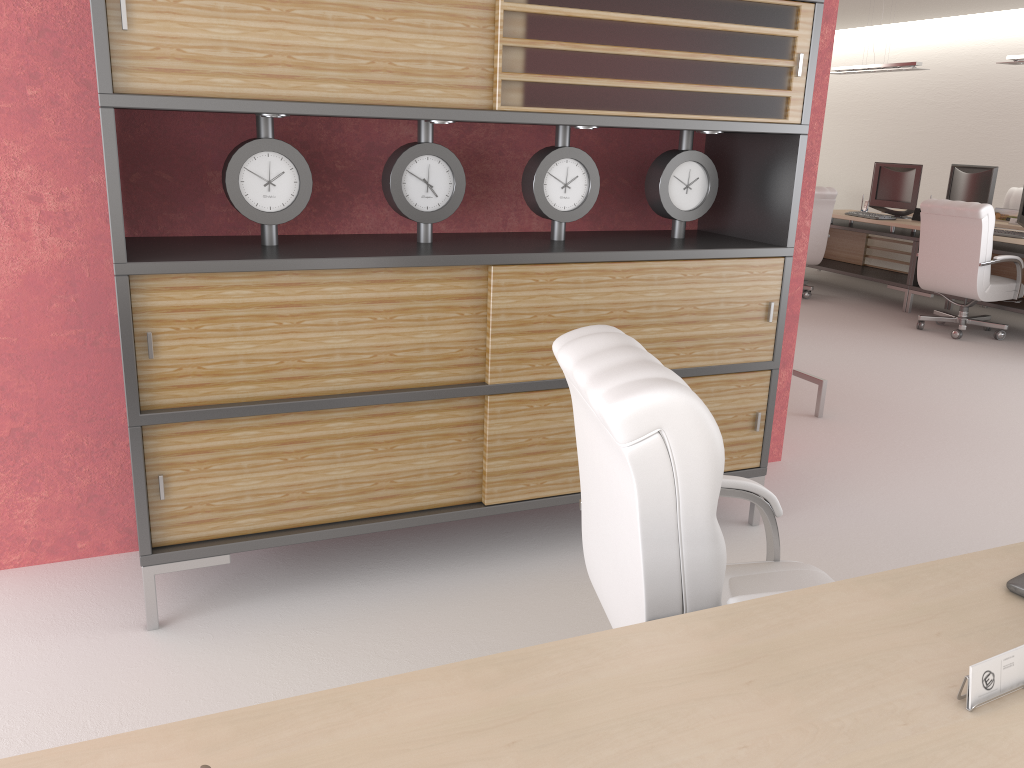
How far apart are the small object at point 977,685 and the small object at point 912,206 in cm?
1226

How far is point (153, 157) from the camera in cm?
433

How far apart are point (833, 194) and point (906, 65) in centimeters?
271cm

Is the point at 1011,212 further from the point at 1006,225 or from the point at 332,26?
the point at 332,26

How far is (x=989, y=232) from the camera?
10.31m

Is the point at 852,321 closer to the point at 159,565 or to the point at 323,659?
the point at 323,659

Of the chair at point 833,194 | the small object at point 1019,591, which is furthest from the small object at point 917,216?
the small object at point 1019,591

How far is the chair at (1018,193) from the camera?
14.6 meters

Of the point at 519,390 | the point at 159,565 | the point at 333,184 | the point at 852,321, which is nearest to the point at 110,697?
the point at 159,565

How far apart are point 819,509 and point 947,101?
14.6 meters
